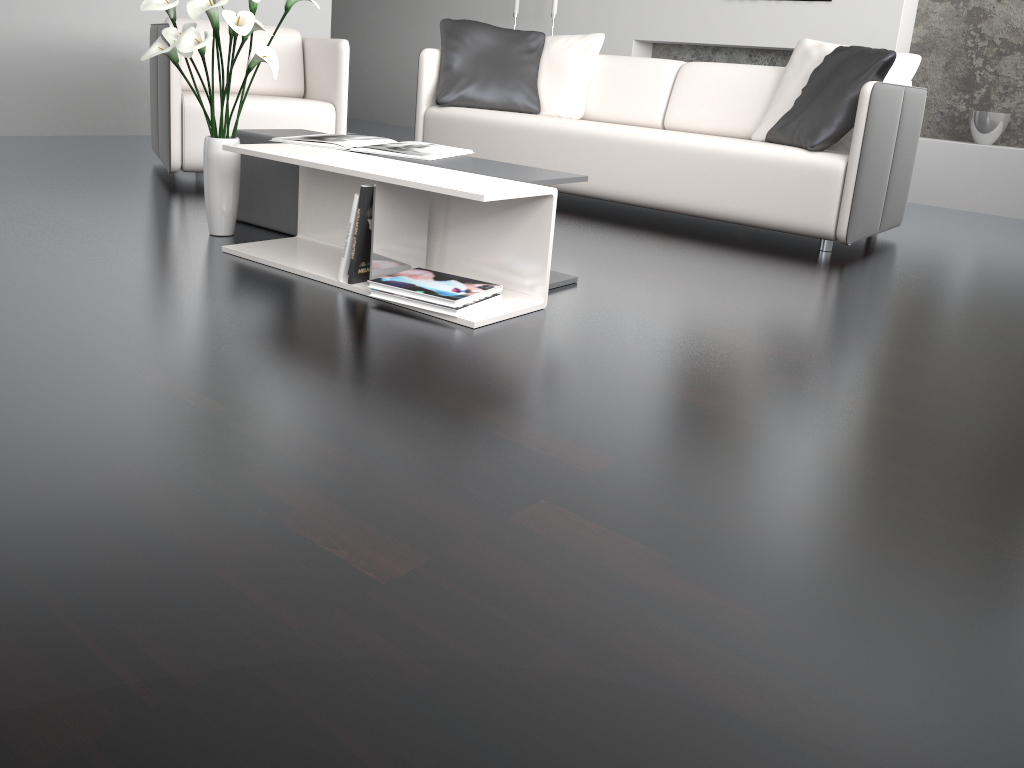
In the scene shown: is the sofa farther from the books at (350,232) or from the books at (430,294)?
the books at (350,232)

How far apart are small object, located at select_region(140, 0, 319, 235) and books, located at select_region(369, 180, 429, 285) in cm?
58

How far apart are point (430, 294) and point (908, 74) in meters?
2.5 m

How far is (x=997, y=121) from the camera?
5.0 meters

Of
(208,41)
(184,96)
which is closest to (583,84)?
(184,96)

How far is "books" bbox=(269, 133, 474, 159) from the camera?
2.6m

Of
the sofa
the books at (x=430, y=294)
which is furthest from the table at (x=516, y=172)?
the sofa

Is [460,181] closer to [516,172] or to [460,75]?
[516,172]

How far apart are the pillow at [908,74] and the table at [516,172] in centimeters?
167cm

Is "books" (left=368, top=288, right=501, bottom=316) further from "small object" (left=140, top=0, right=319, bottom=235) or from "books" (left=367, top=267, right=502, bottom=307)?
"small object" (left=140, top=0, right=319, bottom=235)
